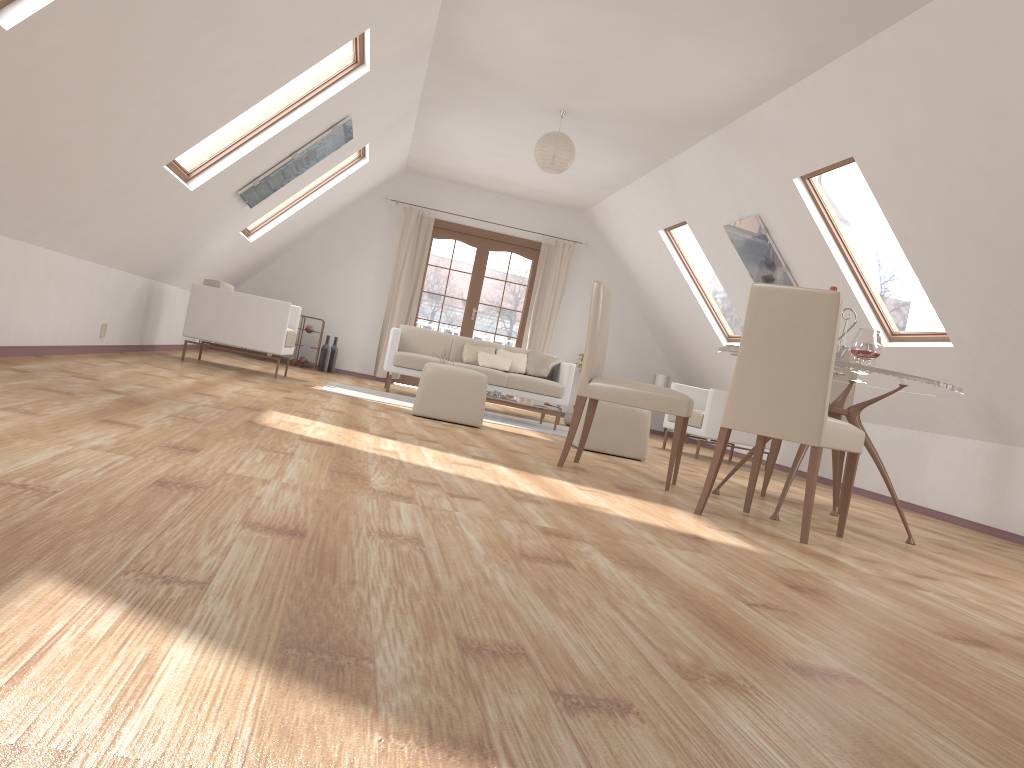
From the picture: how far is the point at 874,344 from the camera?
4.06m

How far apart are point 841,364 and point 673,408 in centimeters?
86cm

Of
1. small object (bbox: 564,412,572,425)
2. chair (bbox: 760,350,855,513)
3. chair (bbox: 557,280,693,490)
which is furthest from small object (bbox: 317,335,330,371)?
chair (bbox: 760,350,855,513)

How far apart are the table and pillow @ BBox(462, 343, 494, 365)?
4.8m

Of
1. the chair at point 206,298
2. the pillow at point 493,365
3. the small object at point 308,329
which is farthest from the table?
the small object at point 308,329

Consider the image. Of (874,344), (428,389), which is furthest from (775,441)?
(428,389)

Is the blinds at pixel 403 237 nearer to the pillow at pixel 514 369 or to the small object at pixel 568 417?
the pillow at pixel 514 369

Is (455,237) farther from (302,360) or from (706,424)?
(706,424)

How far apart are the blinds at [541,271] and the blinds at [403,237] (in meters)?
1.45

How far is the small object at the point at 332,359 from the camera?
10.7m
